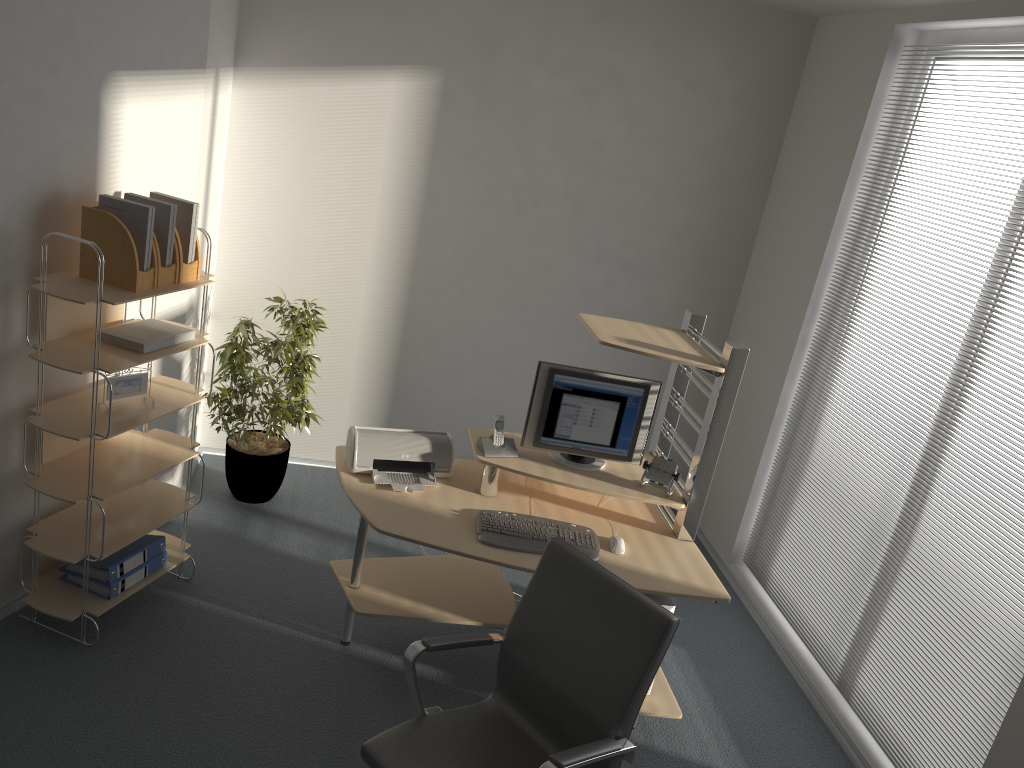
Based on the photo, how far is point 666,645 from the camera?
2.44m

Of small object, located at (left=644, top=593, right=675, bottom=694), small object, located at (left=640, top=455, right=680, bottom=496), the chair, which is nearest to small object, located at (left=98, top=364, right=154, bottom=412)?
the chair

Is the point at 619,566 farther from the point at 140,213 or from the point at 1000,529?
the point at 140,213

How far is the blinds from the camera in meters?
3.2 m

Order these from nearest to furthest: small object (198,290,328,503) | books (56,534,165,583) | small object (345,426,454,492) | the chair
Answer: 1. the chair
2. books (56,534,165,583)
3. small object (345,426,454,492)
4. small object (198,290,328,503)

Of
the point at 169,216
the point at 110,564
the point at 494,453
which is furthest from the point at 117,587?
the point at 494,453

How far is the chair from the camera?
2.4m

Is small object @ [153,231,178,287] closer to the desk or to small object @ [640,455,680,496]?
the desk

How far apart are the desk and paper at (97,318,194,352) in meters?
0.8 m

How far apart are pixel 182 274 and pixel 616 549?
2.0m
